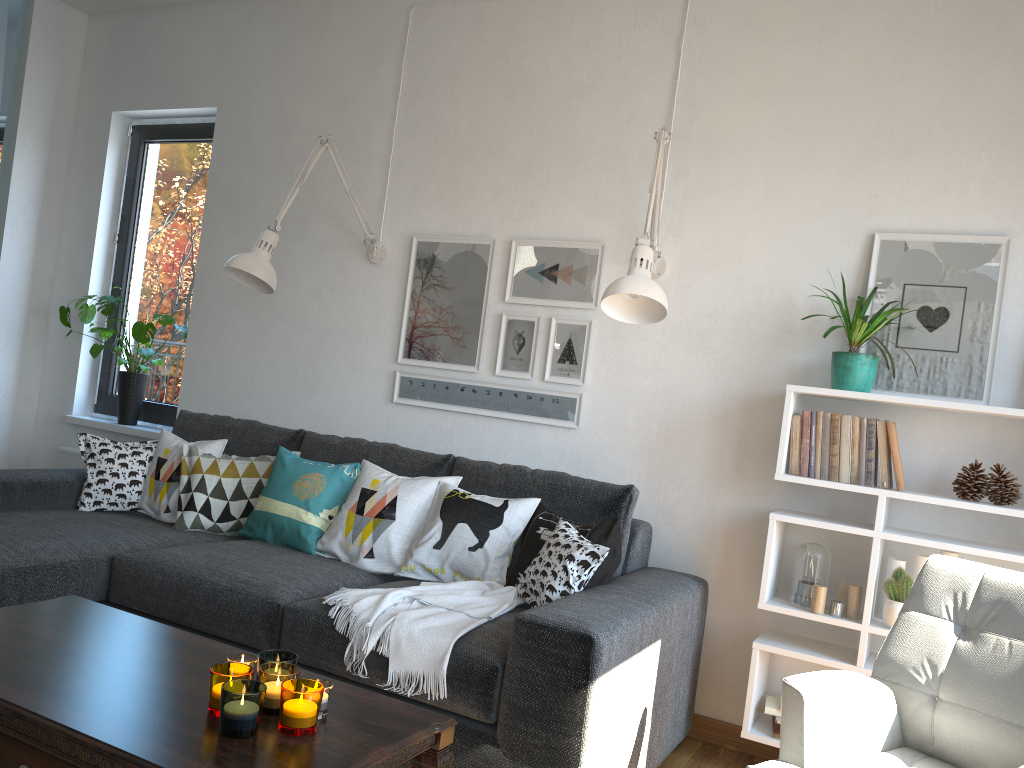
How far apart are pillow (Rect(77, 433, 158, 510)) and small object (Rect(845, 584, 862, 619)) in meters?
2.6

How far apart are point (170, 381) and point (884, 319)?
3.4m

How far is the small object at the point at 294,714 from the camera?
1.58m

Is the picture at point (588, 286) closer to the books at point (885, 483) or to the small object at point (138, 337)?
the books at point (885, 483)

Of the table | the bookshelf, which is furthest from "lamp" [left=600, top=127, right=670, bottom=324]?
the table

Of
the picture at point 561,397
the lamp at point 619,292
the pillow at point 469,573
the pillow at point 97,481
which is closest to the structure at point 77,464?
the pillow at point 97,481

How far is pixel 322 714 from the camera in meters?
1.7 m

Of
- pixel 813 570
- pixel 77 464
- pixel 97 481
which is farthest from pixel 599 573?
pixel 77 464

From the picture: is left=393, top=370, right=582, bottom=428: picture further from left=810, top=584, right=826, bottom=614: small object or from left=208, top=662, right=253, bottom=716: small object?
left=208, top=662, right=253, bottom=716: small object

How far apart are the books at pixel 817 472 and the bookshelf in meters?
0.0 m
